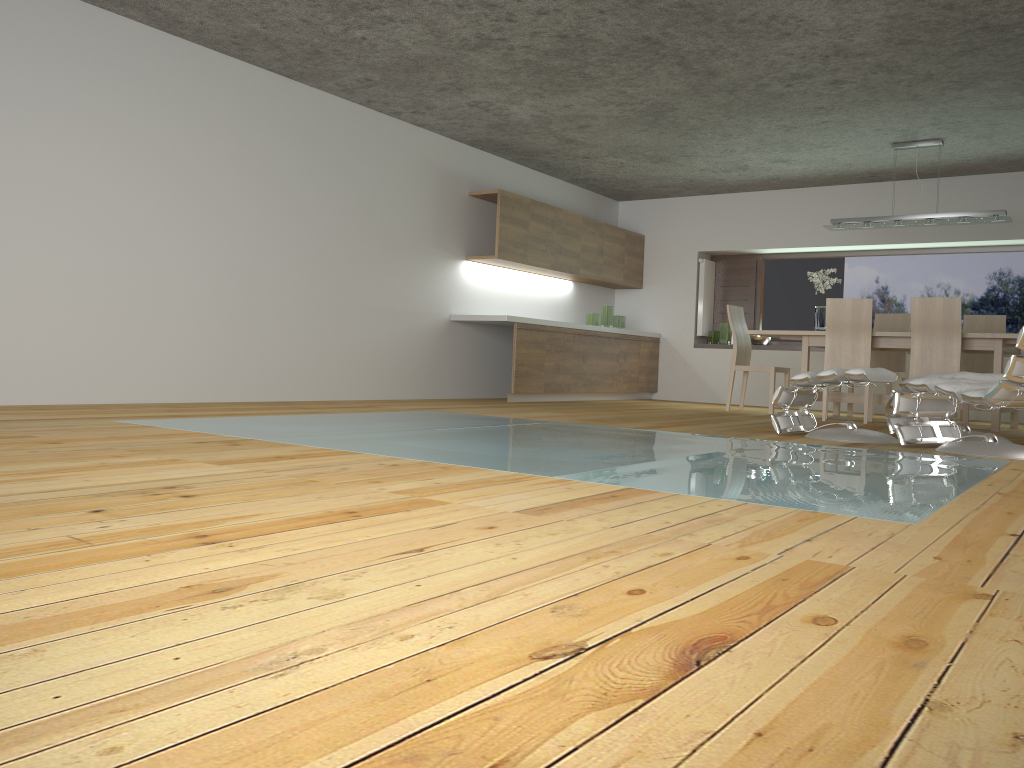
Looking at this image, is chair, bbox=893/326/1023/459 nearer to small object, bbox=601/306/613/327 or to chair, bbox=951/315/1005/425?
chair, bbox=951/315/1005/425

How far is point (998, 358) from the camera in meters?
6.8

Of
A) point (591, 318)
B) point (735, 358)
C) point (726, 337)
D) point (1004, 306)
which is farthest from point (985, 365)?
point (591, 318)

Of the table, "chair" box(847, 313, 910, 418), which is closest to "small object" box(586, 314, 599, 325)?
the table

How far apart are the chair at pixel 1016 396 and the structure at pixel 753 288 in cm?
486

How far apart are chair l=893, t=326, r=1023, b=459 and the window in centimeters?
470cm

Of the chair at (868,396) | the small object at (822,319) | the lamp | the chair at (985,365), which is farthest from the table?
the lamp

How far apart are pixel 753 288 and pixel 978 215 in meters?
3.3 m

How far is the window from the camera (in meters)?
9.05

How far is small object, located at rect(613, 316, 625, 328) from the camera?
10.1m
